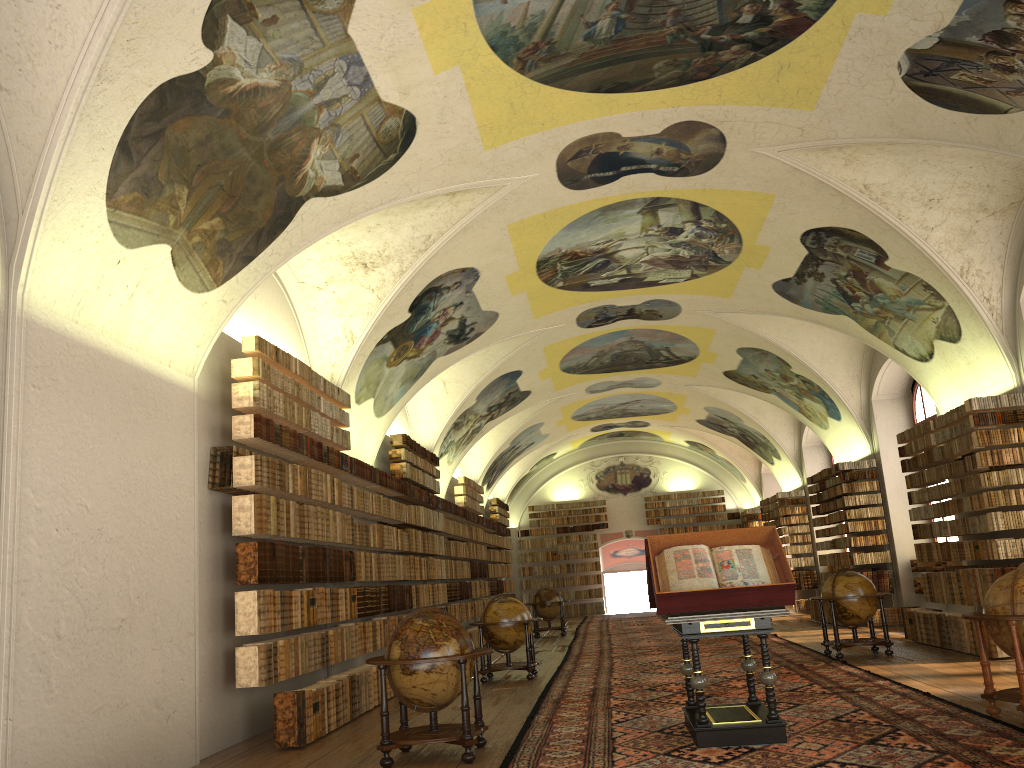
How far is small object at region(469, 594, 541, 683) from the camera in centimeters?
1486cm

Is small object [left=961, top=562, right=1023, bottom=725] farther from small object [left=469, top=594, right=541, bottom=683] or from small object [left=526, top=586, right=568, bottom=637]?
small object [left=526, top=586, right=568, bottom=637]

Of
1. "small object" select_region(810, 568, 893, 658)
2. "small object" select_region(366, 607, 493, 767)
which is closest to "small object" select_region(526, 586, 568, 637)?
"small object" select_region(810, 568, 893, 658)

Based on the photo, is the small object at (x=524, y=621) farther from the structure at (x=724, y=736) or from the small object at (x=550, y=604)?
the small object at (x=550, y=604)

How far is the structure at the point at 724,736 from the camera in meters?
8.0 m

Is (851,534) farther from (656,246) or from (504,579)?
(504,579)

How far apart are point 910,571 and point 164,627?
17.2 meters

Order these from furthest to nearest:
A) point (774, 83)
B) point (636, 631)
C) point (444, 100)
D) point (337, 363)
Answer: point (636, 631) < point (337, 363) < point (774, 83) < point (444, 100)

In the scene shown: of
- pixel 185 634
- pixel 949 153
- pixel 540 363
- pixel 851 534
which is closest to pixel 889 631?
pixel 851 534

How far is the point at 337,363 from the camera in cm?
1467
